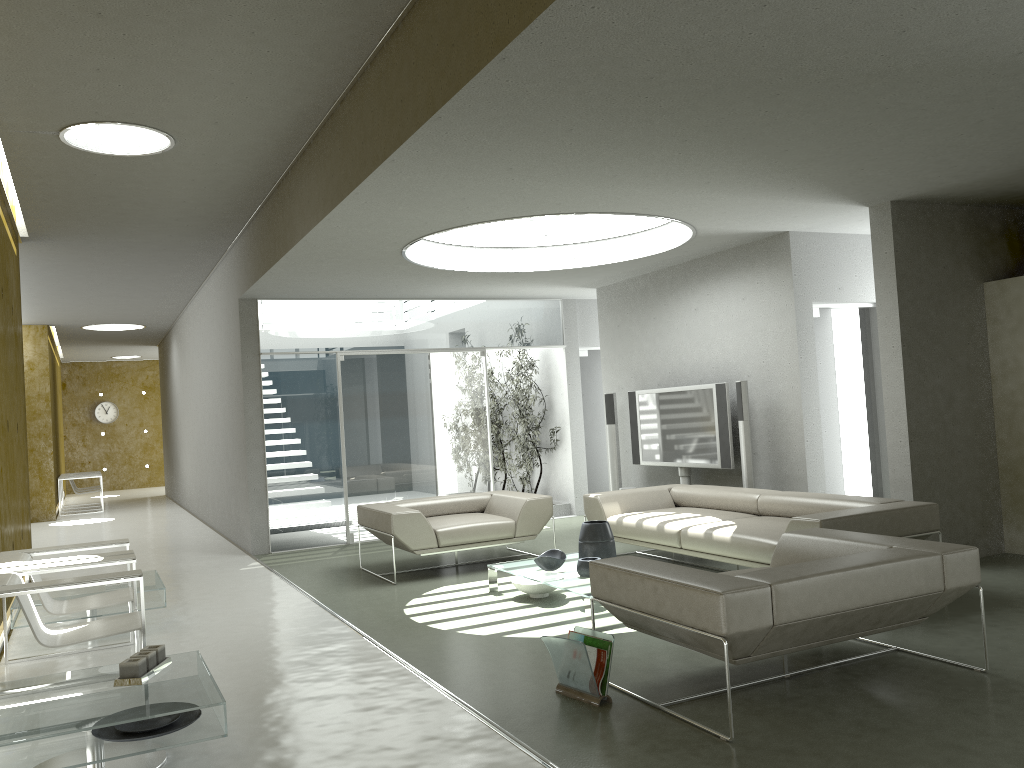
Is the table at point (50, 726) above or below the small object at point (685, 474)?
below

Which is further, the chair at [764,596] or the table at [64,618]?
the table at [64,618]

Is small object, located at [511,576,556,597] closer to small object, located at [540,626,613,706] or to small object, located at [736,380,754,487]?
small object, located at [540,626,613,706]

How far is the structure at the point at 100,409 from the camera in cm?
A: 2237

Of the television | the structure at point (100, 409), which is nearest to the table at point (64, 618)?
the television

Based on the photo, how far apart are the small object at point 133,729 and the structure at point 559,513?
7.7 meters

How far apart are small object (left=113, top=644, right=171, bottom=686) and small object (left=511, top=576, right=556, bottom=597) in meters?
2.8

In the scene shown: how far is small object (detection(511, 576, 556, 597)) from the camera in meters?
6.1 m

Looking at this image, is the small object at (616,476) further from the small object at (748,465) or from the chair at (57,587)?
the chair at (57,587)

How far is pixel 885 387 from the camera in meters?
6.6
